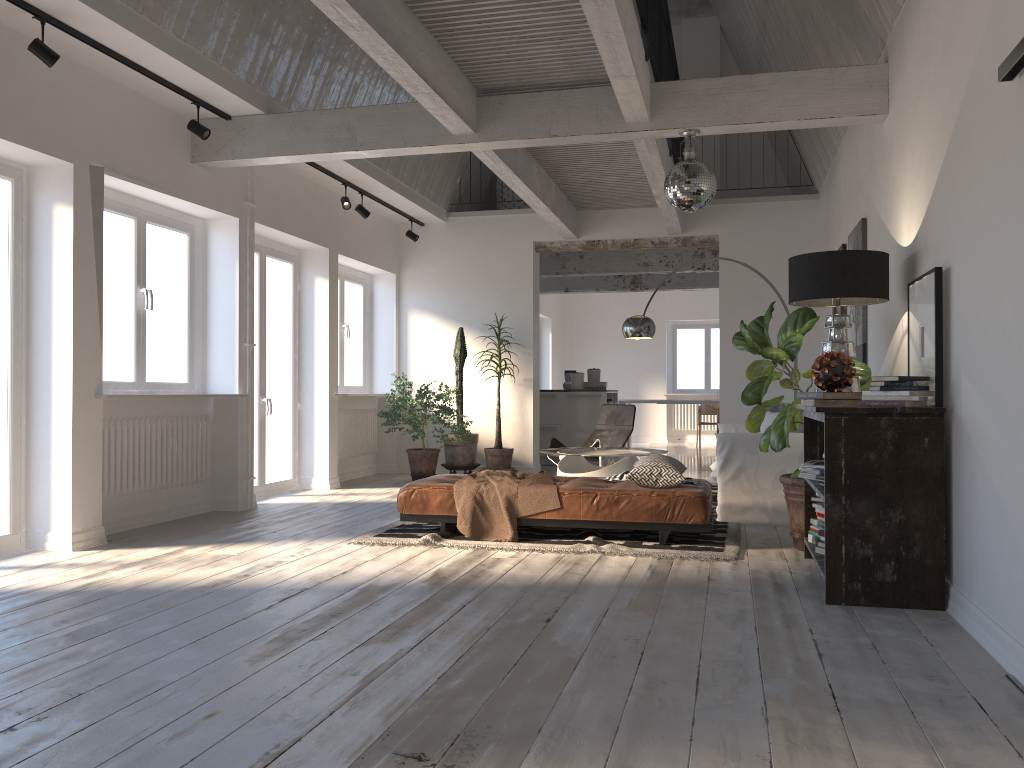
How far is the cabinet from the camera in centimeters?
1154cm

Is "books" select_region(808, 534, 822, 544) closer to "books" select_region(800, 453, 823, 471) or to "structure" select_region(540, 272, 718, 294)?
"books" select_region(800, 453, 823, 471)

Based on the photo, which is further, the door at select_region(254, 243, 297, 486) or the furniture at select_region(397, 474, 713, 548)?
the door at select_region(254, 243, 297, 486)

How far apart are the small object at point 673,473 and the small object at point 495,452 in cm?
174

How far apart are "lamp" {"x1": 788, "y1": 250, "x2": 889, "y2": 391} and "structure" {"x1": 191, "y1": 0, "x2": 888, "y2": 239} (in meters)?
1.19

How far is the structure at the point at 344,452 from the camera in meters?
9.6

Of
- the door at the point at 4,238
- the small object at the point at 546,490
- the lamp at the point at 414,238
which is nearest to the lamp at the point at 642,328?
the small object at the point at 546,490

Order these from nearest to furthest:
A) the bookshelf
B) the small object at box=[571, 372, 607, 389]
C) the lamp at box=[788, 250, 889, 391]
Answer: the bookshelf < the lamp at box=[788, 250, 889, 391] < the small object at box=[571, 372, 607, 389]

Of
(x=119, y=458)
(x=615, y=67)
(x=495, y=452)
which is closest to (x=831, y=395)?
(x=615, y=67)

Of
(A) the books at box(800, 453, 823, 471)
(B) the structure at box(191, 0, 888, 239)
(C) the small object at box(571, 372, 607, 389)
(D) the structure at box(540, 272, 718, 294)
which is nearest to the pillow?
(B) the structure at box(191, 0, 888, 239)
